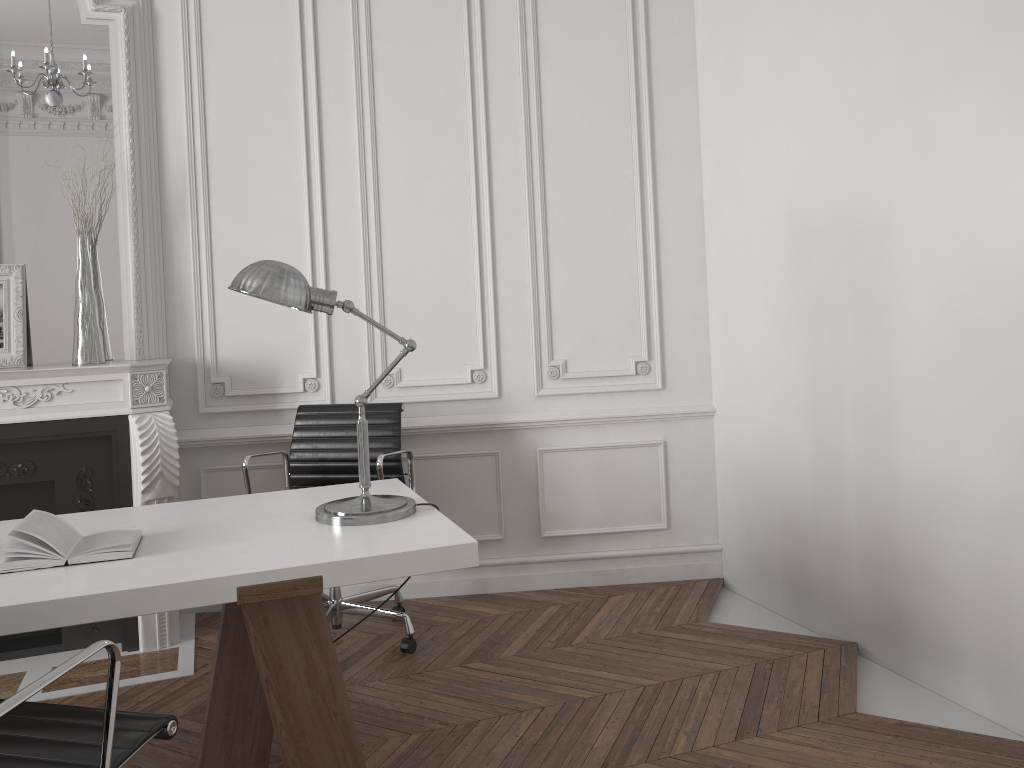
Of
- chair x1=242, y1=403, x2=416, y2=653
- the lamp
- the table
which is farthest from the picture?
the lamp

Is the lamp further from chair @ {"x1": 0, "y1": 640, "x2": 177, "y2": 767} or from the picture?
the picture

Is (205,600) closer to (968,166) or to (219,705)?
(219,705)

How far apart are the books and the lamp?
0.45m

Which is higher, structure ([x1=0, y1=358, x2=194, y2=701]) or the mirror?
the mirror

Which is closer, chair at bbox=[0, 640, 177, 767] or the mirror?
chair at bbox=[0, 640, 177, 767]

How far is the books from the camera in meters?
2.0 m

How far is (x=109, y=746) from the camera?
1.5 meters

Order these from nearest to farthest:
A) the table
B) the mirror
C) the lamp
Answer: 1. the table
2. the lamp
3. the mirror

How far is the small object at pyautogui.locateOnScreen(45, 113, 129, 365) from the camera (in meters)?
3.59
